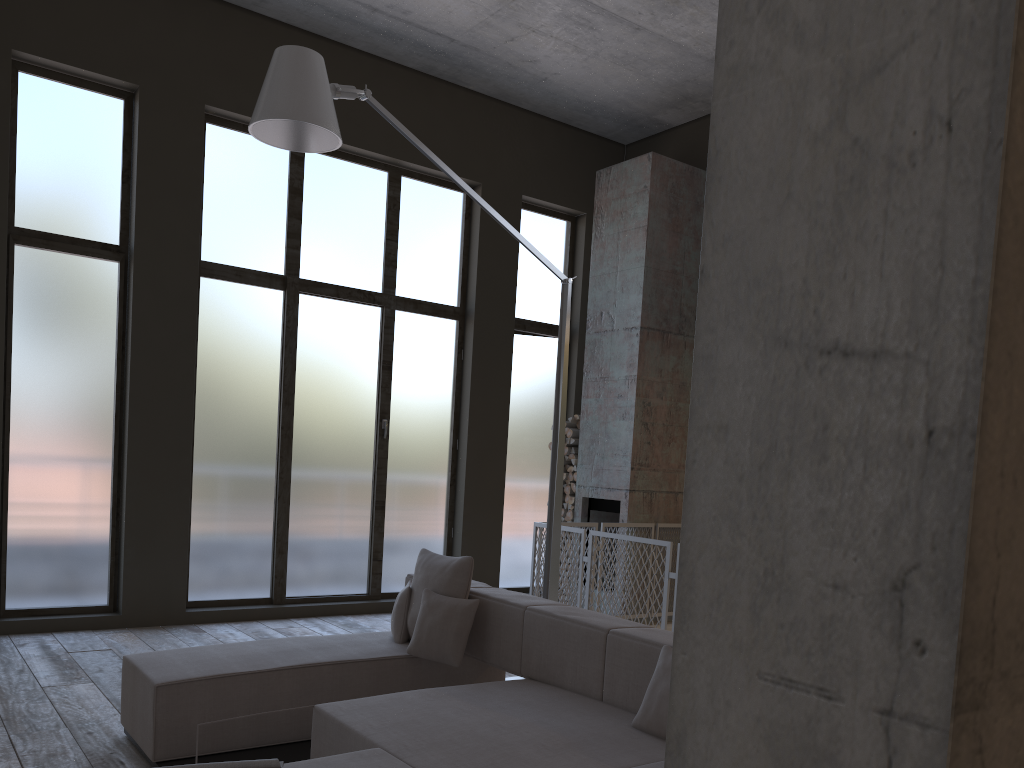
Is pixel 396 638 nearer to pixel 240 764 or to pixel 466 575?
pixel 466 575

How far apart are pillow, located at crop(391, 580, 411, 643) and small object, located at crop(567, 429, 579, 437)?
4.49m

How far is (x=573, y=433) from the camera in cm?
918

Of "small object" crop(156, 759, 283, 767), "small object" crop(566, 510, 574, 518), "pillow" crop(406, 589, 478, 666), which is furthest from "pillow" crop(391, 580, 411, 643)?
"small object" crop(566, 510, 574, 518)

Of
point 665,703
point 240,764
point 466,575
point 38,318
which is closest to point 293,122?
point 466,575

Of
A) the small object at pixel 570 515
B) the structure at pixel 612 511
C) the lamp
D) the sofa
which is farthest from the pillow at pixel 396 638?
the small object at pixel 570 515

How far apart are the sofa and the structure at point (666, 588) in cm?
179

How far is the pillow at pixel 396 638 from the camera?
4.9m

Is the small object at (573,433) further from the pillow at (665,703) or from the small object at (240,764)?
the small object at (240,764)

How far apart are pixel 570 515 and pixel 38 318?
5.2m
